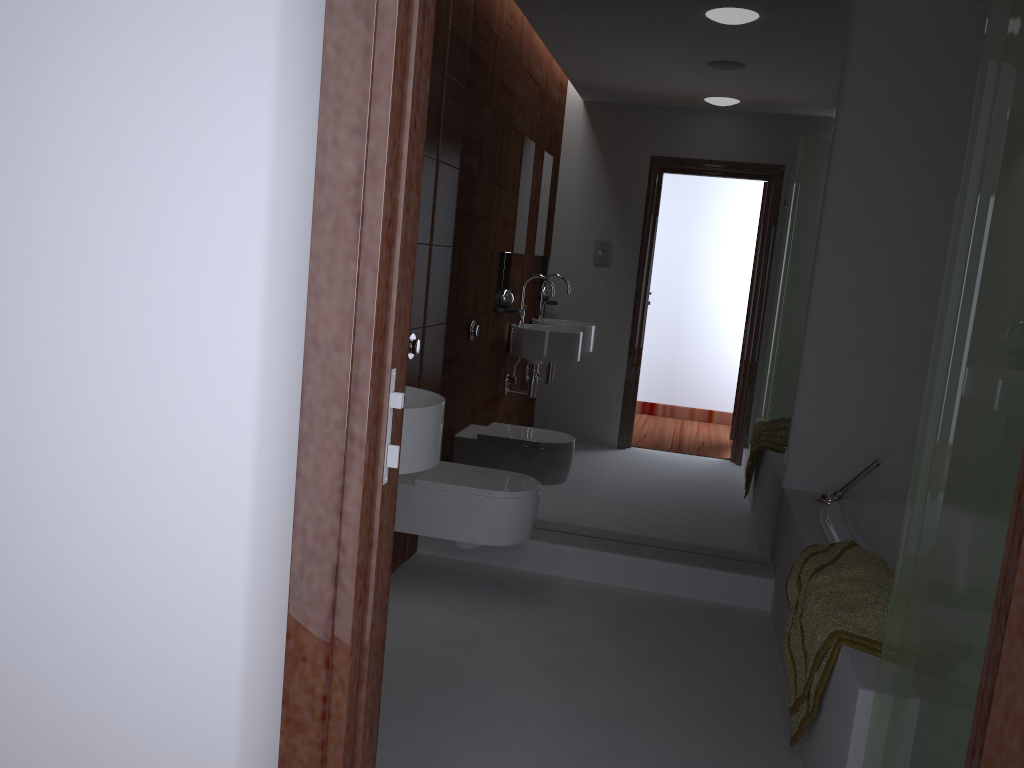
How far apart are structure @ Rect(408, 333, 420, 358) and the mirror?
0.46m

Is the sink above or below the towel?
above

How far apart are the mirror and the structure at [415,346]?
0.5m

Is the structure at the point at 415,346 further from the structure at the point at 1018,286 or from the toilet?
the structure at the point at 1018,286

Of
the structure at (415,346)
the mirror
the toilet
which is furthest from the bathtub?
the structure at (415,346)

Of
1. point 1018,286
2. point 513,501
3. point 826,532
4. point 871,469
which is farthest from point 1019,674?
point 871,469

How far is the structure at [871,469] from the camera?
3.2m

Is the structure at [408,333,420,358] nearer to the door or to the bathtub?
the bathtub

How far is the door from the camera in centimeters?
85cm

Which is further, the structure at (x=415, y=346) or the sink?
the structure at (x=415, y=346)
